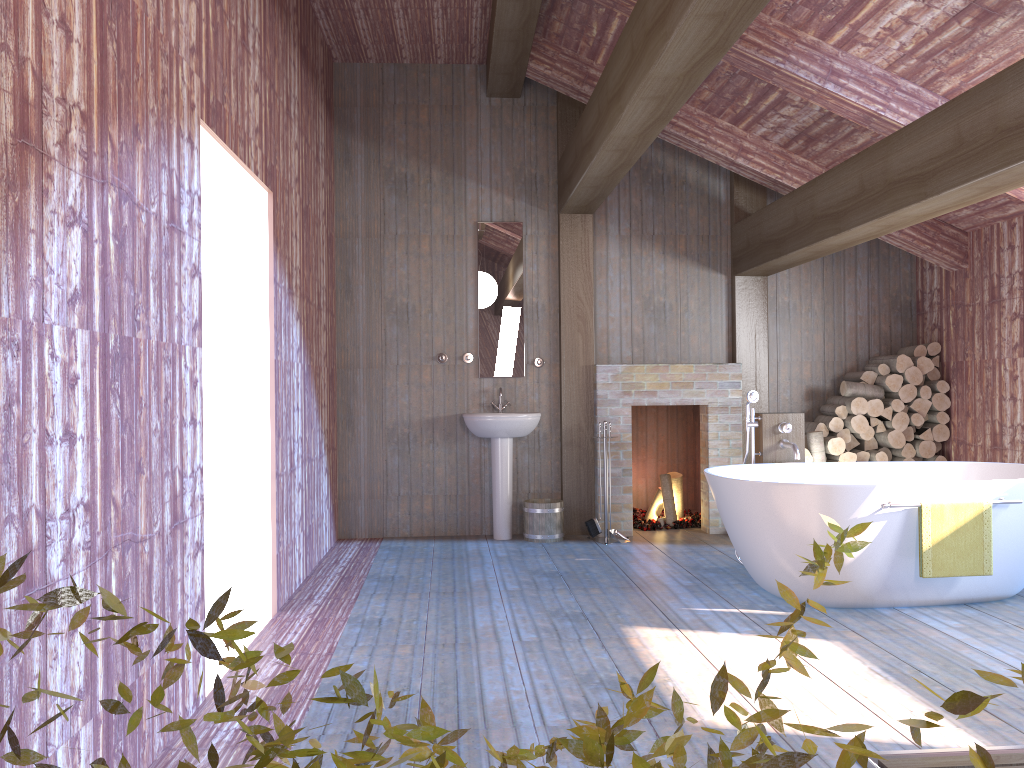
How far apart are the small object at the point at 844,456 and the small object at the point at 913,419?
0.5m

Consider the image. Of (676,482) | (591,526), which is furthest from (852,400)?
(591,526)

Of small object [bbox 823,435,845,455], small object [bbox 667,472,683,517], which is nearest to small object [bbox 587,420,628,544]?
small object [bbox 667,472,683,517]

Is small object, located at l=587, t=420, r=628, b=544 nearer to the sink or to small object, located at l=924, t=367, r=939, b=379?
the sink

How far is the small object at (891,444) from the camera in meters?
6.6

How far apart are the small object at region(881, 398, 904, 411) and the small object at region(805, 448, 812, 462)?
0.7m

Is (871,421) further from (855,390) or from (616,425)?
(616,425)

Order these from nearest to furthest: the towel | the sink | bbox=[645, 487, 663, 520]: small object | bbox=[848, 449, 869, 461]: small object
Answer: the towel
the sink
bbox=[848, 449, 869, 461]: small object
bbox=[645, 487, 663, 520]: small object

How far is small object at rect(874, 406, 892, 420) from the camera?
6.6m

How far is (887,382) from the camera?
6.6m
